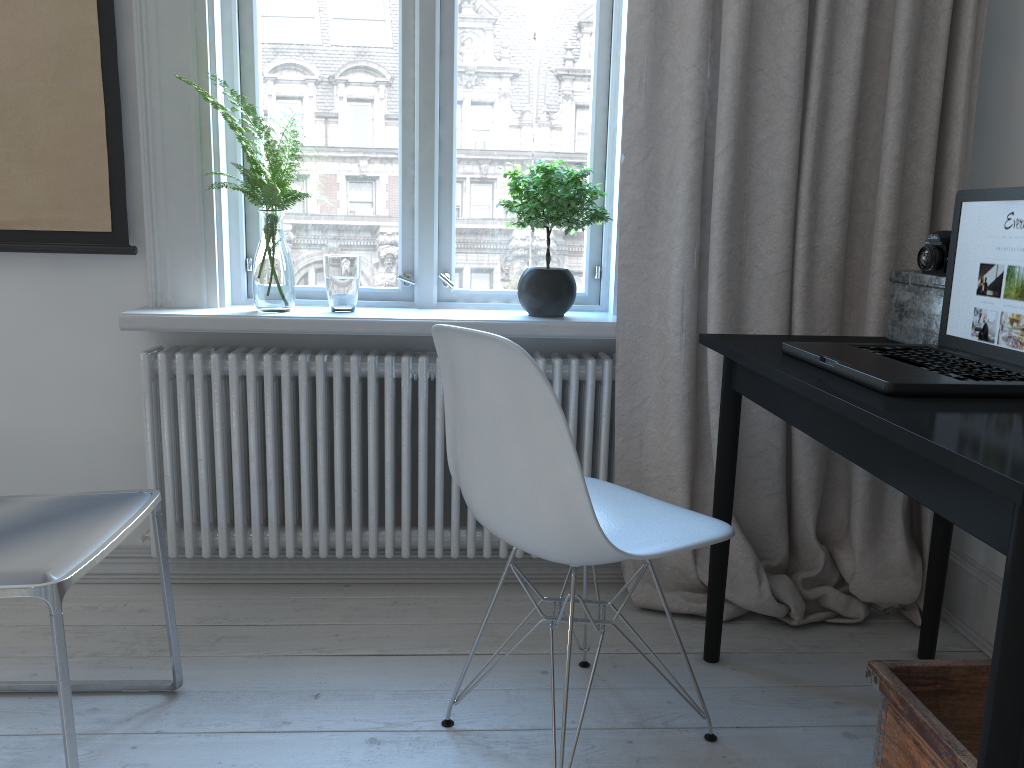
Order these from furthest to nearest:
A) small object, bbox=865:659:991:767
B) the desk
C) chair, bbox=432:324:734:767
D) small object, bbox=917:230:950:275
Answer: small object, bbox=917:230:950:275 → chair, bbox=432:324:734:767 → small object, bbox=865:659:991:767 → the desk

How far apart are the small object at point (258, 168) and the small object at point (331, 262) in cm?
9

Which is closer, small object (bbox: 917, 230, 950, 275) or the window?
small object (bbox: 917, 230, 950, 275)

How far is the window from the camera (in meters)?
2.22

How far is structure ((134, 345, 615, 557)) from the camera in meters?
2.2 m

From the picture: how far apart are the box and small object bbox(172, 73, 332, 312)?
1.40m

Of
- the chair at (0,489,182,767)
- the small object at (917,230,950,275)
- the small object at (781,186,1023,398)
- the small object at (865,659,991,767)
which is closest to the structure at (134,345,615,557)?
the chair at (0,489,182,767)

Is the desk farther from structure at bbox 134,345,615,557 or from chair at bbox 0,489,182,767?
chair at bbox 0,489,182,767

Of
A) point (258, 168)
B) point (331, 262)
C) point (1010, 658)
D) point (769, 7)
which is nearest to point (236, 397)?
point (331, 262)

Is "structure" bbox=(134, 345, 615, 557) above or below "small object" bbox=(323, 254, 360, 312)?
below
